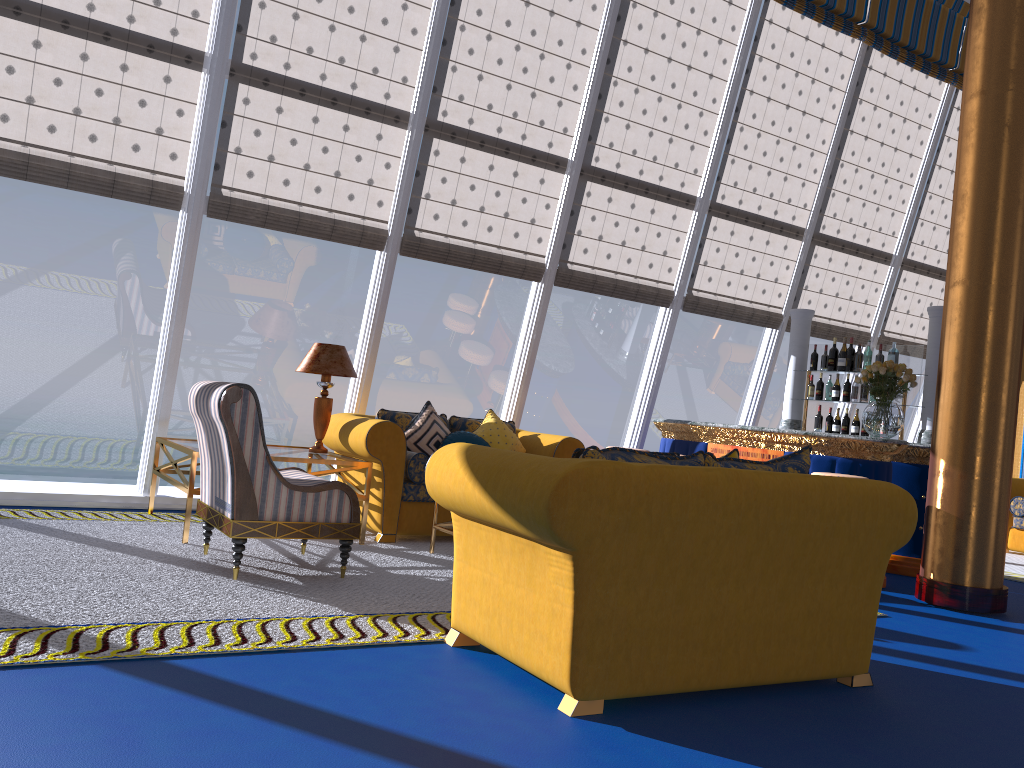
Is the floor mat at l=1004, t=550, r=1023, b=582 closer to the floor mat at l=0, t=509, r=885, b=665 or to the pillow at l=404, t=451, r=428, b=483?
the floor mat at l=0, t=509, r=885, b=665

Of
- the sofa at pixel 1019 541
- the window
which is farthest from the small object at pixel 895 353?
the sofa at pixel 1019 541

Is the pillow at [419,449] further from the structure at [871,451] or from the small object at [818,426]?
the small object at [818,426]

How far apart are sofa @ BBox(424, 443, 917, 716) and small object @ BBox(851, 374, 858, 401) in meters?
4.0 m

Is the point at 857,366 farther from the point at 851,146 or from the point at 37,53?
the point at 37,53

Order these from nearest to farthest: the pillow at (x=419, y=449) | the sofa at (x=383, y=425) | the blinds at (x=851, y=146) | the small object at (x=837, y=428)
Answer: the sofa at (x=383, y=425) → the pillow at (x=419, y=449) → the small object at (x=837, y=428) → the blinds at (x=851, y=146)

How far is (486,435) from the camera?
6.77m

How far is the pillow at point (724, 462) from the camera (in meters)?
3.53

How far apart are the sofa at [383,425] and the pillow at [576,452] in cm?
293

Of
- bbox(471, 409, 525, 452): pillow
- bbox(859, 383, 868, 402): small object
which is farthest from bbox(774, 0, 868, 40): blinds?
bbox(471, 409, 525, 452): pillow
